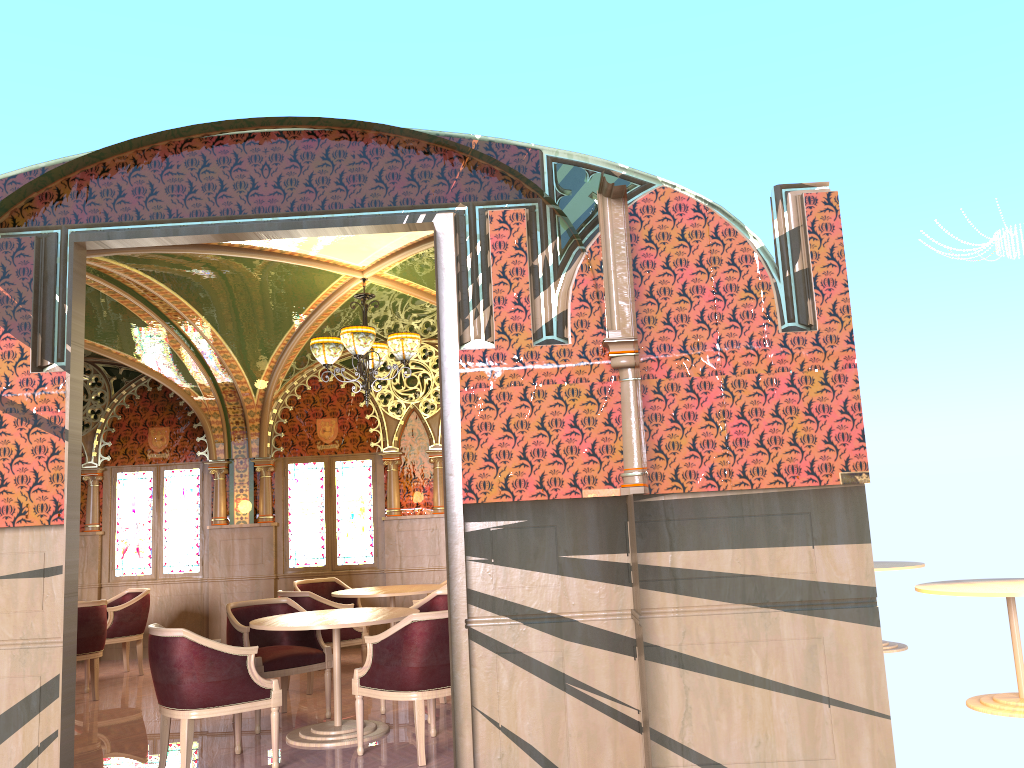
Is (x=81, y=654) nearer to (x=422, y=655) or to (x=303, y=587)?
(x=303, y=587)

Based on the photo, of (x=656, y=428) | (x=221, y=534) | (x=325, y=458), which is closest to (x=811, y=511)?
(x=656, y=428)

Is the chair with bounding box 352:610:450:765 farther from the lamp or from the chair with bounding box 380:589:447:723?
the lamp

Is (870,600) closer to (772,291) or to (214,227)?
(772,291)

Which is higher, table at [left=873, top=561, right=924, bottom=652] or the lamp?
the lamp

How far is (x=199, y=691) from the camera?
4.9m

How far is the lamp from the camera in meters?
7.3

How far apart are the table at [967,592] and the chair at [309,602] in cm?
453

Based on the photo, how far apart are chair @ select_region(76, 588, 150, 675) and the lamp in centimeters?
350cm

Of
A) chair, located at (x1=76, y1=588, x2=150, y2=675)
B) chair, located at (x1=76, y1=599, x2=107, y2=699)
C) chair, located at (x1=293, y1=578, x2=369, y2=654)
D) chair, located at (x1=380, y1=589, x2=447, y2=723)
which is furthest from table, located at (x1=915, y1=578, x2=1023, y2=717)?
chair, located at (x1=76, y1=588, x2=150, y2=675)
